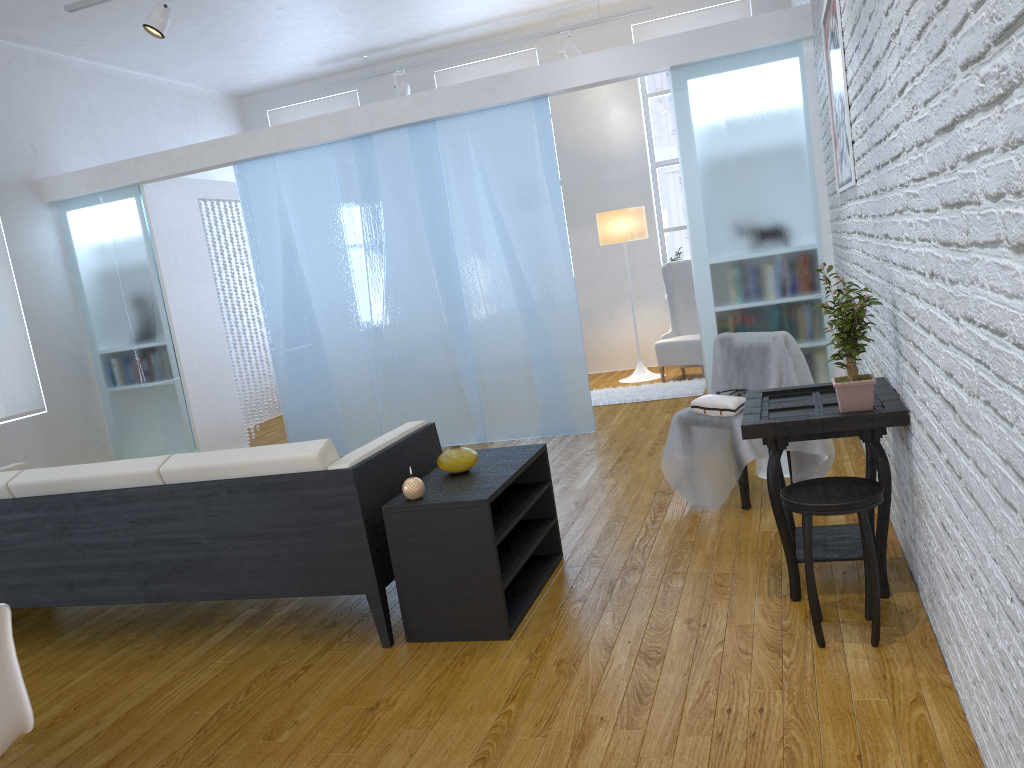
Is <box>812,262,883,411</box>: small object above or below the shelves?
above

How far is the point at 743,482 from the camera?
3.6m

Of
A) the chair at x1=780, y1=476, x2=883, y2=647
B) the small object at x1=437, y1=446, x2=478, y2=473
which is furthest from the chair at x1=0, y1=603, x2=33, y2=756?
the chair at x1=780, y1=476, x2=883, y2=647

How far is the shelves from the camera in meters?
2.7

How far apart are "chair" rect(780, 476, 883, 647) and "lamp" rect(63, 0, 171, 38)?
4.58m

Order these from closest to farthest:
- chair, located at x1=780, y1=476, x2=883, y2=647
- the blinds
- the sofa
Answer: chair, located at x1=780, y1=476, x2=883, y2=647 < the sofa < the blinds

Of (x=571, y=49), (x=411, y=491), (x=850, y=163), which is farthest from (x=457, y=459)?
(x=571, y=49)

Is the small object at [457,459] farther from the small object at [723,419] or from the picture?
the picture

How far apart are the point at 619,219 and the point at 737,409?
4.1m

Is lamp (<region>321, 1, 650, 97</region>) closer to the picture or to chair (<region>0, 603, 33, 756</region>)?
the picture
